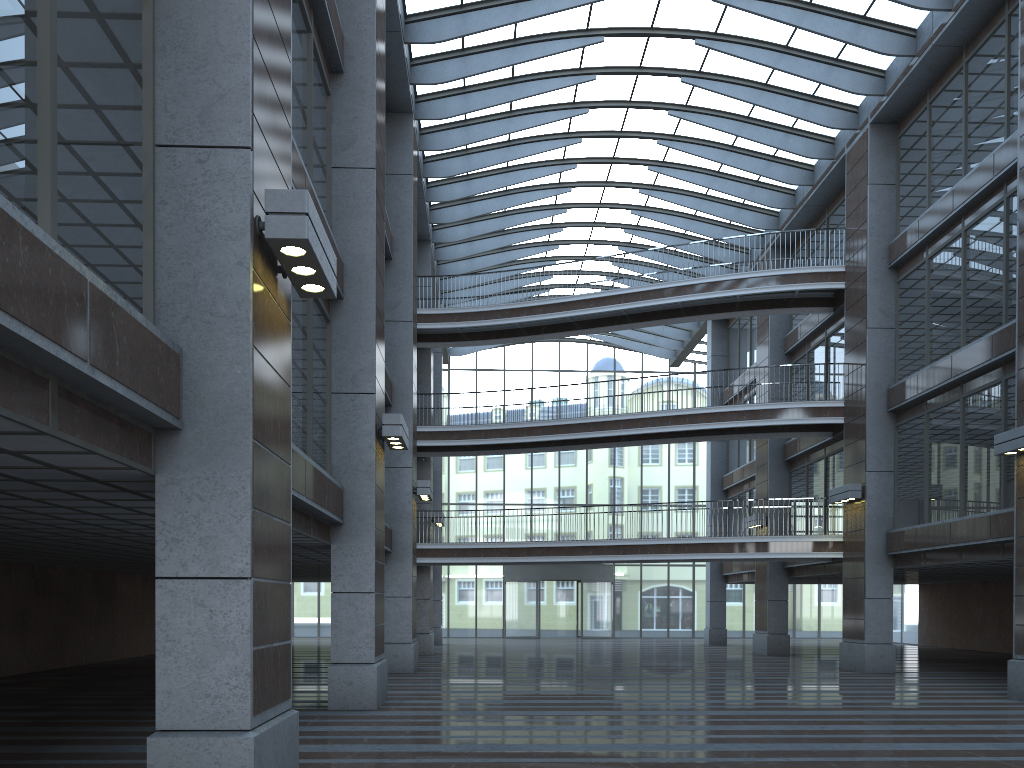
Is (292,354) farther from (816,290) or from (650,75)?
(816,290)

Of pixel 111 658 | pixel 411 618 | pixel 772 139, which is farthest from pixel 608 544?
pixel 111 658
